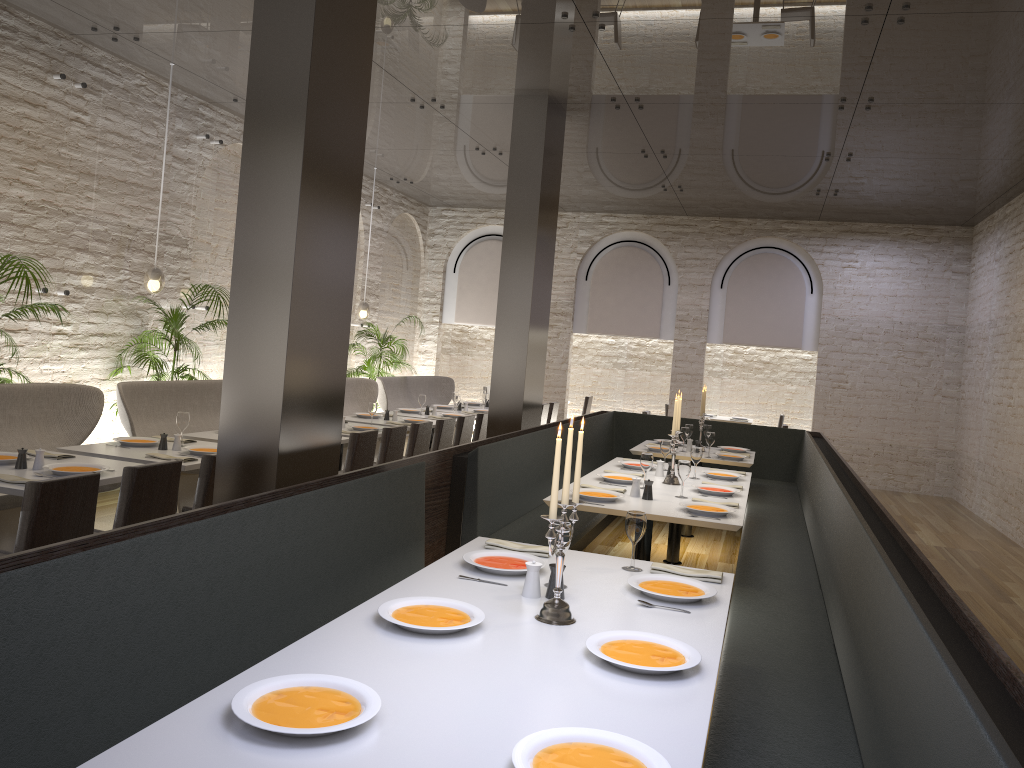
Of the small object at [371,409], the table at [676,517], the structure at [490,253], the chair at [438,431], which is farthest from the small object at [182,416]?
the structure at [490,253]

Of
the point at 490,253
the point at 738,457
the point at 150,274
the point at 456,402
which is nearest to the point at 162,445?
the point at 150,274

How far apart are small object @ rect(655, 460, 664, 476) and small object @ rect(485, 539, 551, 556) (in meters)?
2.92

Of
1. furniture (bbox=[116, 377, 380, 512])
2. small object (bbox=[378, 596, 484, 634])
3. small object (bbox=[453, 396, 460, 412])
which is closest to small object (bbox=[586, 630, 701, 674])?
small object (bbox=[378, 596, 484, 634])

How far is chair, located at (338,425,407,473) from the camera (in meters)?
6.91

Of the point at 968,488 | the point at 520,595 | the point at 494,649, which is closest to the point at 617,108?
the point at 520,595

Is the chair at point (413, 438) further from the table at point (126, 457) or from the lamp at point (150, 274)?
the lamp at point (150, 274)

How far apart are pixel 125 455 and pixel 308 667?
3.6 meters

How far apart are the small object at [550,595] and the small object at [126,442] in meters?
3.7

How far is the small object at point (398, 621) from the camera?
2.6 meters
